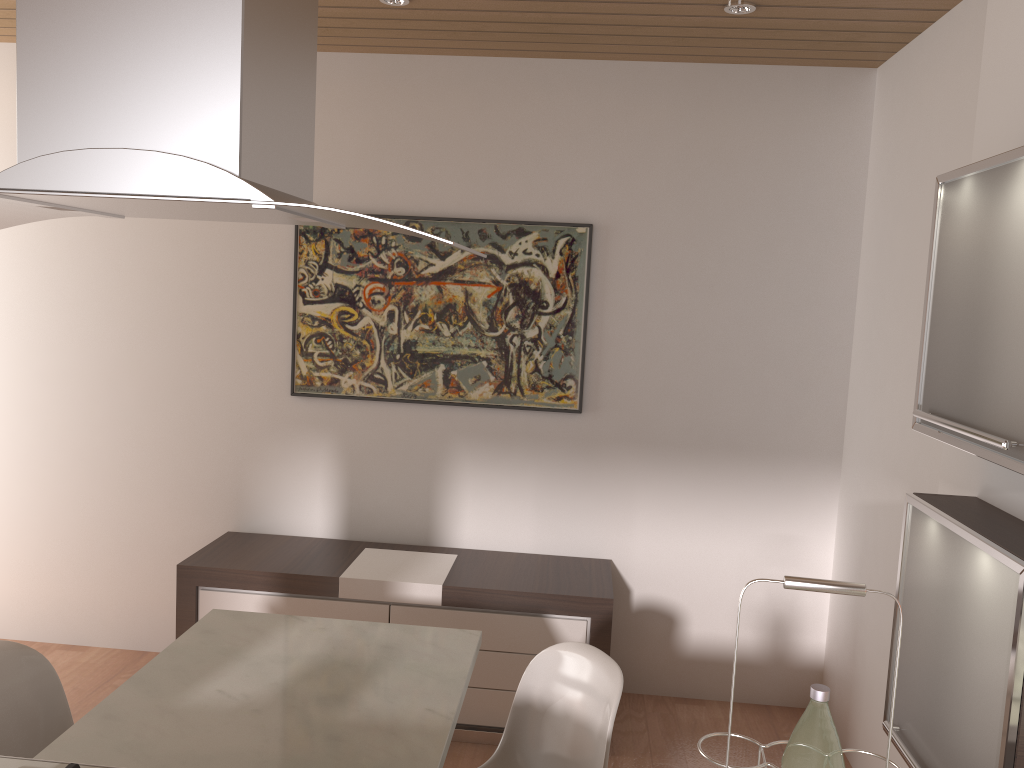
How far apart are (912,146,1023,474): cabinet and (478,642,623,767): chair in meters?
0.9

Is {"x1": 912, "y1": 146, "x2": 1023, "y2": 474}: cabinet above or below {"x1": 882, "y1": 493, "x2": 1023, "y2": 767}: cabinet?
above

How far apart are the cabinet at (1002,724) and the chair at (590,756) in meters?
0.6 m

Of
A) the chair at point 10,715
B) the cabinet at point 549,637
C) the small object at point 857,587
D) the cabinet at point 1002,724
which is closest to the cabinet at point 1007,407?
the cabinet at point 1002,724

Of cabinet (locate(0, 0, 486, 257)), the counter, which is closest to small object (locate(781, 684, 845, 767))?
cabinet (locate(0, 0, 486, 257))

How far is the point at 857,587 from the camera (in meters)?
1.20

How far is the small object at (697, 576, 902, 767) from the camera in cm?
120

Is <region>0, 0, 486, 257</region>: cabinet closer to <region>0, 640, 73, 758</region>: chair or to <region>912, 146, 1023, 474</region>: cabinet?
<region>912, 146, 1023, 474</region>: cabinet

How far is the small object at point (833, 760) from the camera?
1.2 meters

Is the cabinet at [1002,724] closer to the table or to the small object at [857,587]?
the small object at [857,587]
